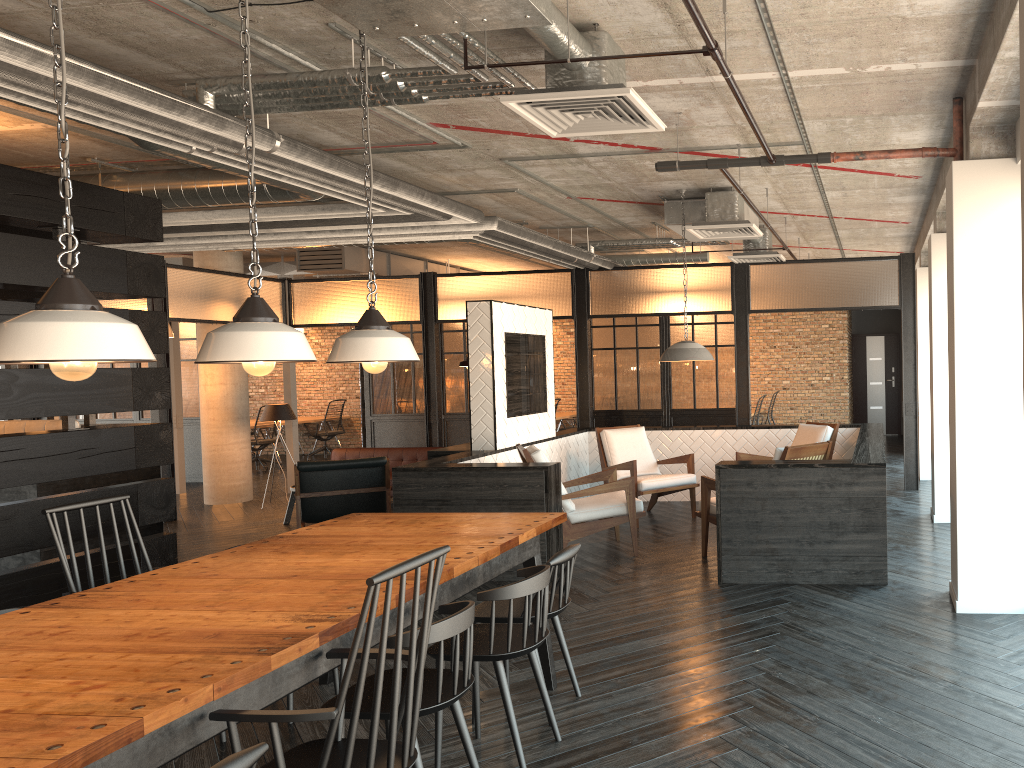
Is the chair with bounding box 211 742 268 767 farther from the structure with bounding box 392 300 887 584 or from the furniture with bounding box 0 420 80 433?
the furniture with bounding box 0 420 80 433

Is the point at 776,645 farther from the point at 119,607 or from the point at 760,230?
the point at 760,230

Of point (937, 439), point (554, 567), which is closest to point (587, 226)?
point (937, 439)

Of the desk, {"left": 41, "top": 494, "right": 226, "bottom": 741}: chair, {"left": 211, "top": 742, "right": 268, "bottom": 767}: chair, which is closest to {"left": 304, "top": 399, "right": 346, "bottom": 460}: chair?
the desk

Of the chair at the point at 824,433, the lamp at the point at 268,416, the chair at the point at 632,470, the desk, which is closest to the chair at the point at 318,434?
the desk

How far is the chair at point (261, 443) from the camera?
14.75m

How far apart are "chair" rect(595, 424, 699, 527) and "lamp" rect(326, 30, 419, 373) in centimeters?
435cm

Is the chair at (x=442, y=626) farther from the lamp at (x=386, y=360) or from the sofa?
the sofa

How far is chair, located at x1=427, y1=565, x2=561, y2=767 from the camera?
3.2 meters

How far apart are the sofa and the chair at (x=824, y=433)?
3.97m
